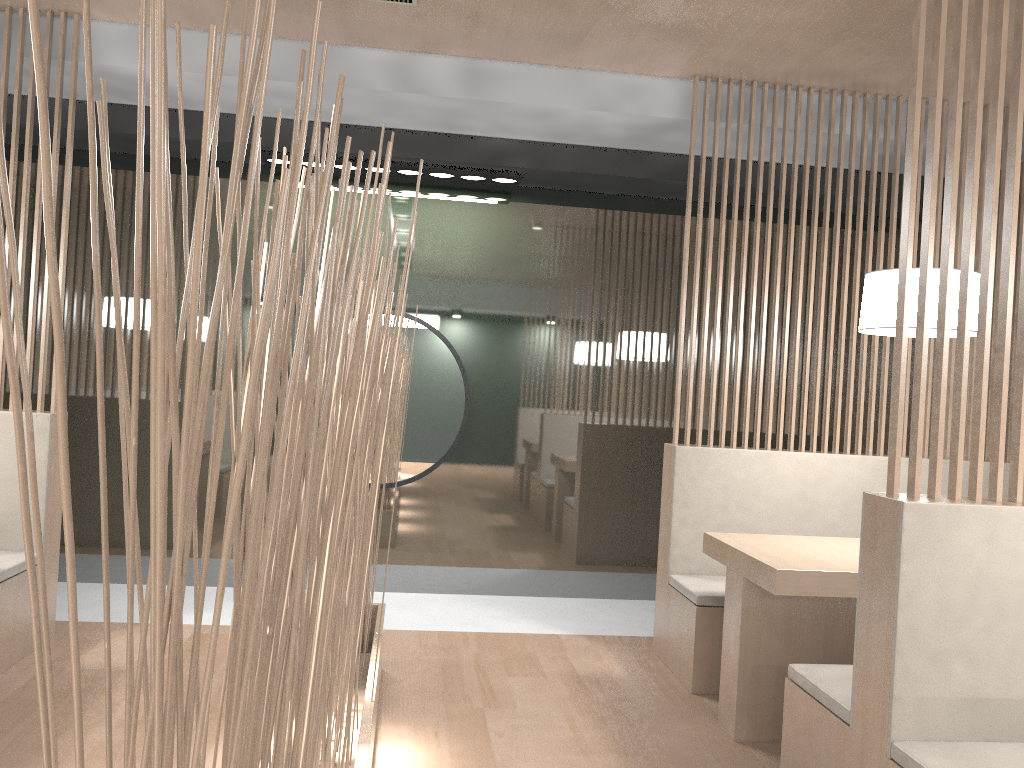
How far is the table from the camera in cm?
171

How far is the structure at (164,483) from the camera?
0.3m

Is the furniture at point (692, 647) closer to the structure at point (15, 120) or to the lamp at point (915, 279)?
the lamp at point (915, 279)

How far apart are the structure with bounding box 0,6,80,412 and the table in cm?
169

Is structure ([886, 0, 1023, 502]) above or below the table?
above

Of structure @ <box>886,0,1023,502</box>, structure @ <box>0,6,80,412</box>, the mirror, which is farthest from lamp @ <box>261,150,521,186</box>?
structure @ <box>886,0,1023,502</box>

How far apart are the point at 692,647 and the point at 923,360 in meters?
1.1 m

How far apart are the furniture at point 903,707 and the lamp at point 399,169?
1.8 meters

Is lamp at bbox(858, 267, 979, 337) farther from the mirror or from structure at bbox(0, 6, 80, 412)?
structure at bbox(0, 6, 80, 412)

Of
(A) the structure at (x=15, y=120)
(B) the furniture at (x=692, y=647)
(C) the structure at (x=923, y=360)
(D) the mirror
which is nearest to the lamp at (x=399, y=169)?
(D) the mirror
